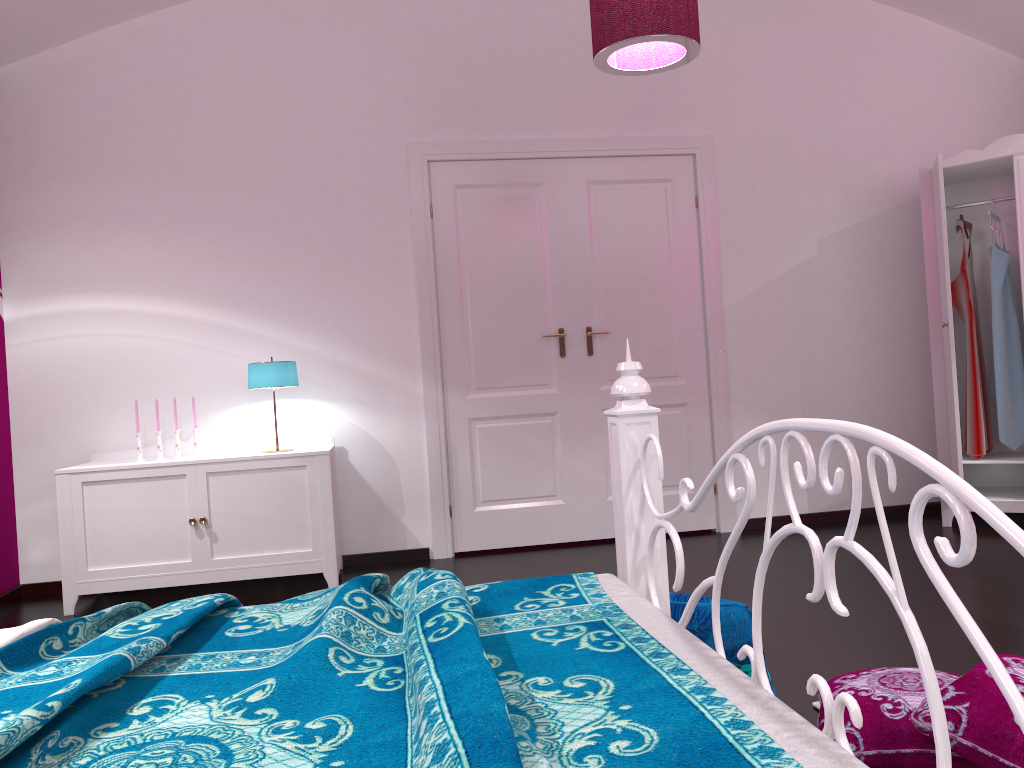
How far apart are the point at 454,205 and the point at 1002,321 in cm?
282

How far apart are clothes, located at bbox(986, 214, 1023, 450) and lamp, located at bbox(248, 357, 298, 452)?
3.44m

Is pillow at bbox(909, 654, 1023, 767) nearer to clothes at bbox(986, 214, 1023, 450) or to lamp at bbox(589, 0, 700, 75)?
lamp at bbox(589, 0, 700, 75)

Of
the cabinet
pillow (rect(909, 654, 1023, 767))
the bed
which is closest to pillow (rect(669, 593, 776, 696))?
the bed

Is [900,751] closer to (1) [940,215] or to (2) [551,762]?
(2) [551,762]

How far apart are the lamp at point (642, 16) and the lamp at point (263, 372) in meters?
1.9

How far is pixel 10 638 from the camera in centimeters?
152cm

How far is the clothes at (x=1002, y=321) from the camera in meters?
4.4 m

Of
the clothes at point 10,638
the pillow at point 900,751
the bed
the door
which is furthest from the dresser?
the clothes at point 10,638

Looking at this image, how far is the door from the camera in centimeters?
456cm
